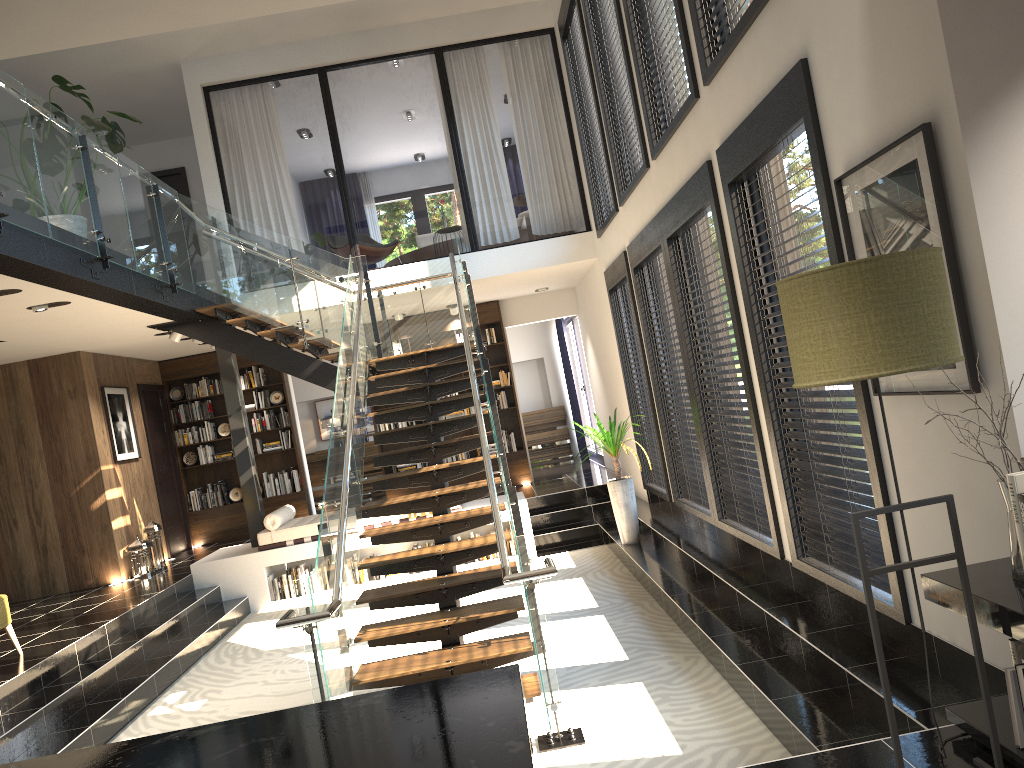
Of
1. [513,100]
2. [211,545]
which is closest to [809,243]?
[211,545]

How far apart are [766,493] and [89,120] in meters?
5.8 m

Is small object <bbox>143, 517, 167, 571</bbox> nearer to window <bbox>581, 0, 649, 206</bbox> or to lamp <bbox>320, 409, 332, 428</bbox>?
lamp <bbox>320, 409, 332, 428</bbox>

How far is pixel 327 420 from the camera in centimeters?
1596cm

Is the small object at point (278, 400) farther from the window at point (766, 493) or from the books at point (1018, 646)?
the books at point (1018, 646)

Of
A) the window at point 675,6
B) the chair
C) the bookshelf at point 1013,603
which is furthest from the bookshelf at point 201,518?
the bookshelf at point 1013,603

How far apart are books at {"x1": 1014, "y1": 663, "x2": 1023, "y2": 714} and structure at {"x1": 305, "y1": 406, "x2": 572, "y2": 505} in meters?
13.6

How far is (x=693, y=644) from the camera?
5.8 meters

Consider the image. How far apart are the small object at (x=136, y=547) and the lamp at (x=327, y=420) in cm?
578

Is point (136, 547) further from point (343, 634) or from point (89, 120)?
point (343, 634)
